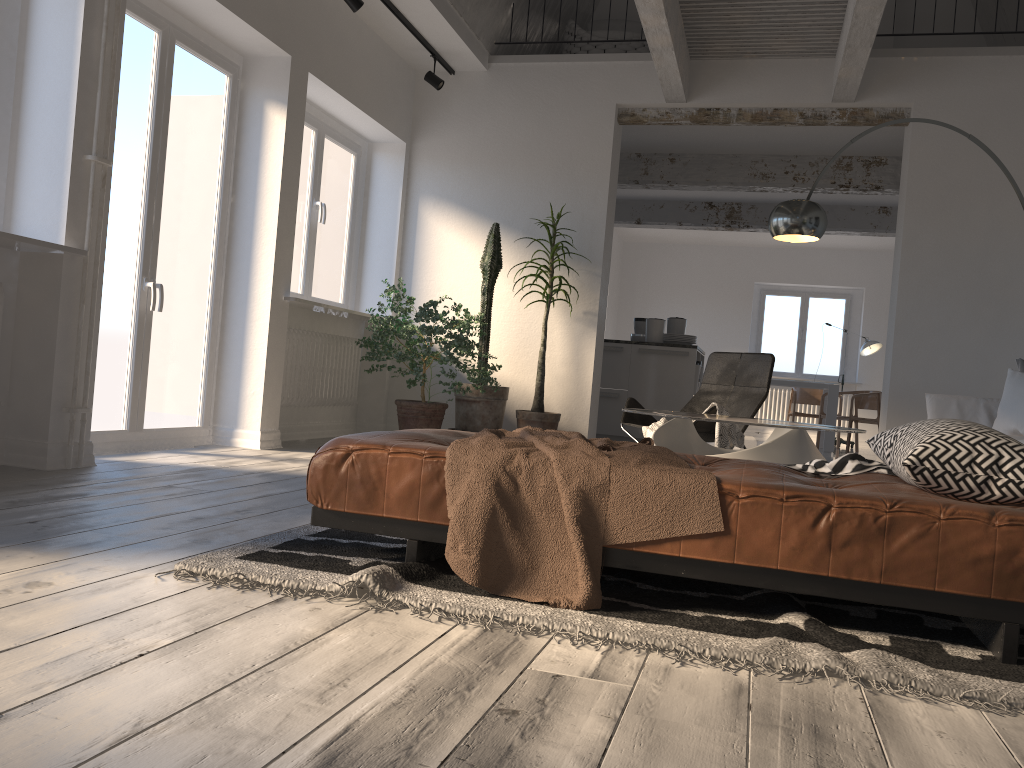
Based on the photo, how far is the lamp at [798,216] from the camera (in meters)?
4.87

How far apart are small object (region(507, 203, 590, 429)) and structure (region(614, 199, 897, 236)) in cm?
473

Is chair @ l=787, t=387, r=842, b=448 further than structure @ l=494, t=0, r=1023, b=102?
Yes

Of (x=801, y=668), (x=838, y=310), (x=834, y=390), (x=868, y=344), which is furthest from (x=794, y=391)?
(x=801, y=668)

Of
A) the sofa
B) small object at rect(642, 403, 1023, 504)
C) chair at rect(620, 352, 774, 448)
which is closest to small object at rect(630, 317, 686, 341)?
chair at rect(620, 352, 774, 448)

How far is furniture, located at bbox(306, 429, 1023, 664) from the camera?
1.9 meters

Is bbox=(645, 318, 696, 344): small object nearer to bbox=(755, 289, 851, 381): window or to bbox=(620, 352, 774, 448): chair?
bbox=(620, 352, 774, 448): chair

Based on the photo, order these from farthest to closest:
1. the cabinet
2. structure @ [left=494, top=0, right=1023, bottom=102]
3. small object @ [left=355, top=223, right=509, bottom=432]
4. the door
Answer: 1. the cabinet
2. small object @ [left=355, top=223, right=509, bottom=432]
3. structure @ [left=494, top=0, right=1023, bottom=102]
4. the door

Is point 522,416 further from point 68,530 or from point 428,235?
point 68,530

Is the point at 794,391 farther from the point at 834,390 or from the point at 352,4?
the point at 352,4
